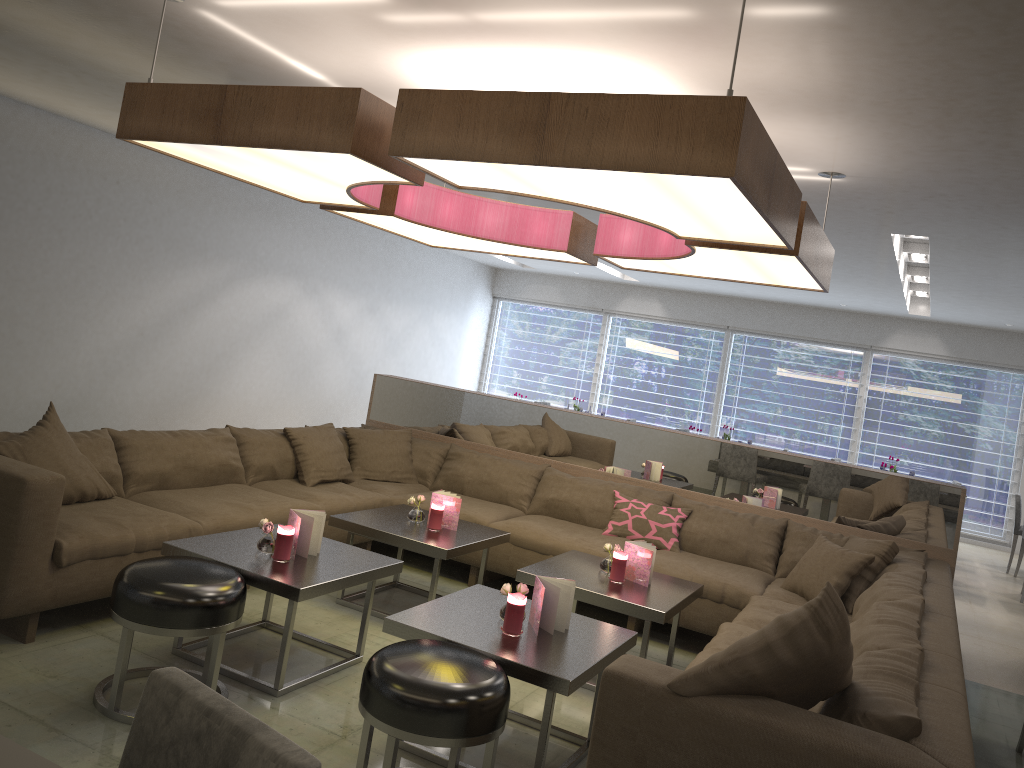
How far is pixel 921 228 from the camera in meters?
5.5

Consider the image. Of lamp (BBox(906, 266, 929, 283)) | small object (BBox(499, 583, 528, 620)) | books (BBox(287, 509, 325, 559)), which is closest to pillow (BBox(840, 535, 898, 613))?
small object (BBox(499, 583, 528, 620))

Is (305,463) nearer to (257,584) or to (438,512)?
(438,512)

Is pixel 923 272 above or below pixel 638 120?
above

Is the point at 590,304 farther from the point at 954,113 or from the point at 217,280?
the point at 954,113

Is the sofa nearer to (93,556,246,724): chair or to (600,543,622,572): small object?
(93,556,246,724): chair

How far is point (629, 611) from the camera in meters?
3.6

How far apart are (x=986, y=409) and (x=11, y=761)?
11.42m

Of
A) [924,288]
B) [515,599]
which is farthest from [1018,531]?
[515,599]

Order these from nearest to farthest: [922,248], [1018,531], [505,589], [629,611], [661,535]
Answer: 1. [505,589]
2. [629,611]
3. [661,535]
4. [922,248]
5. [1018,531]
